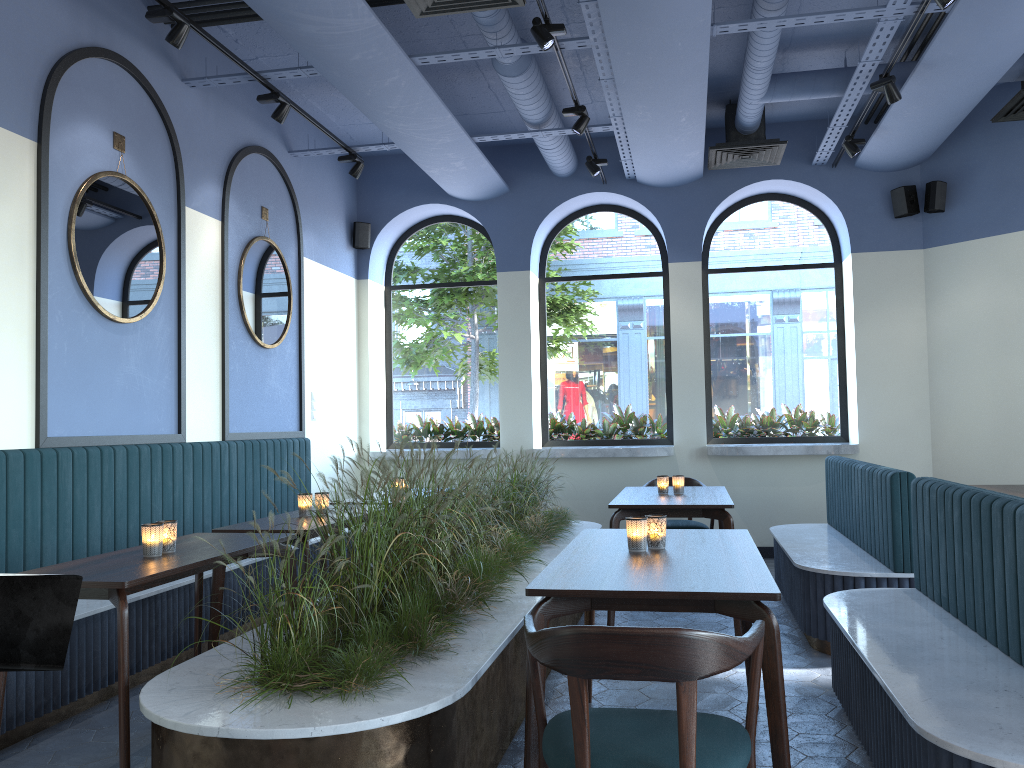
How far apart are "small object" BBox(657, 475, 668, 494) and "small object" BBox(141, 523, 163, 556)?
3.3 meters

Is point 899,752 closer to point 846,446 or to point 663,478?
point 663,478

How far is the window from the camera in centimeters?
836cm

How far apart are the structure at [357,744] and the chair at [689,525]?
0.63m

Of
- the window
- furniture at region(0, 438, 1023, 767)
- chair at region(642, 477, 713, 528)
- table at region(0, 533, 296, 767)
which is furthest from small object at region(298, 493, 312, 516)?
the window

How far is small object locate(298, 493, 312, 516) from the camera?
4.7m

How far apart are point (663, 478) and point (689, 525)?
0.89m

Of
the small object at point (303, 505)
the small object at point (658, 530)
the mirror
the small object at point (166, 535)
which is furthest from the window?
the small object at point (166, 535)

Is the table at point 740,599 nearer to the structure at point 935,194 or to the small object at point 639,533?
the small object at point 639,533

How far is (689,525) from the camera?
6.4m
